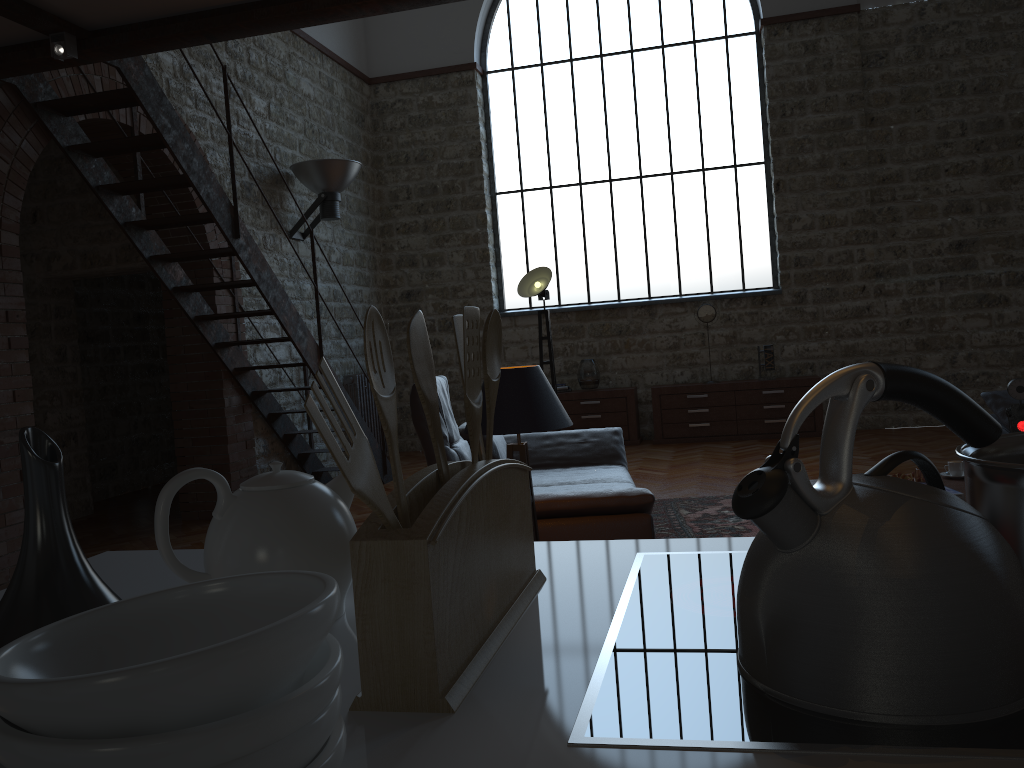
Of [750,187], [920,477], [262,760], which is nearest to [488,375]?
[262,760]

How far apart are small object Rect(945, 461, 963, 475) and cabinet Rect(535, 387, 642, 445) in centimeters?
473cm

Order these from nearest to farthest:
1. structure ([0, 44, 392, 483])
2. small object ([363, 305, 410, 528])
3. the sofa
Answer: small object ([363, 305, 410, 528])
the sofa
structure ([0, 44, 392, 483])

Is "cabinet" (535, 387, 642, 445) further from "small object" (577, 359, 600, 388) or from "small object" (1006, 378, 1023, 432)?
"small object" (1006, 378, 1023, 432)

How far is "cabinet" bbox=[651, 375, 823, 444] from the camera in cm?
902

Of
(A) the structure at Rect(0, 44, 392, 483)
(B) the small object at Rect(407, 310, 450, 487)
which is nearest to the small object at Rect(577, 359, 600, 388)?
(A) the structure at Rect(0, 44, 392, 483)

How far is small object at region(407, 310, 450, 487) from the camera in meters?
0.8

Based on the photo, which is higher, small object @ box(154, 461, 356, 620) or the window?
the window

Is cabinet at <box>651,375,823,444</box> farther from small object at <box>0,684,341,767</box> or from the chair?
small object at <box>0,684,341,767</box>

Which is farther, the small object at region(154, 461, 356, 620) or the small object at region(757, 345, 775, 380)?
the small object at region(757, 345, 775, 380)
